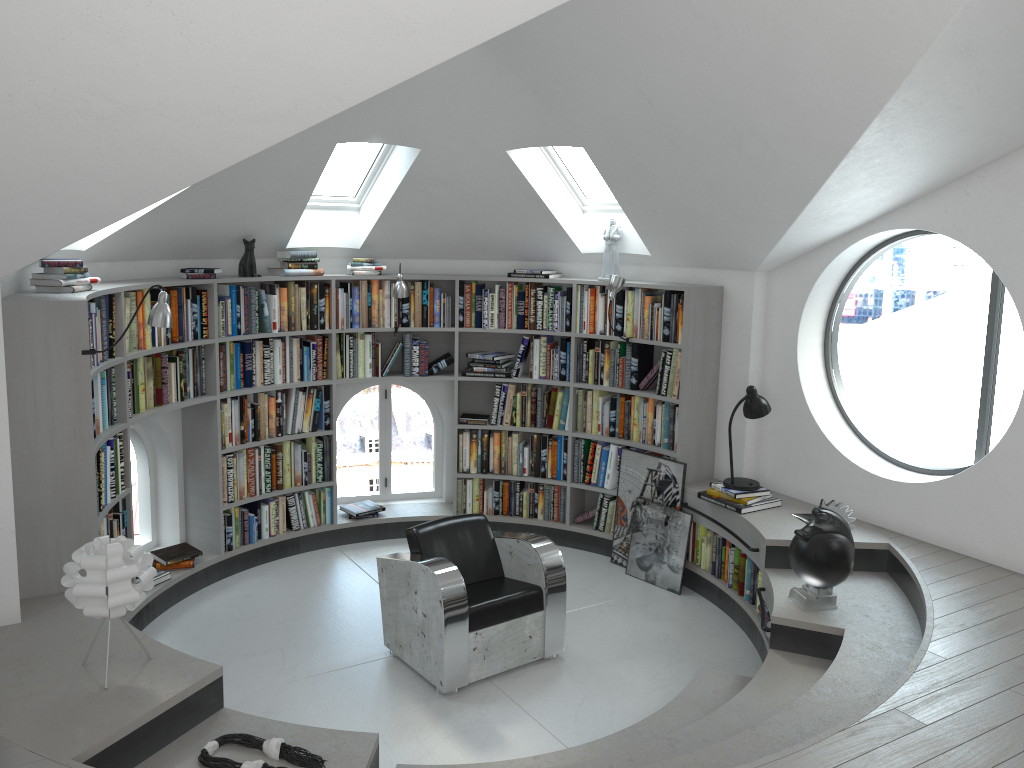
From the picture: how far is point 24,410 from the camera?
4.0 meters

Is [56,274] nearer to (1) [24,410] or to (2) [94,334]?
(2) [94,334]

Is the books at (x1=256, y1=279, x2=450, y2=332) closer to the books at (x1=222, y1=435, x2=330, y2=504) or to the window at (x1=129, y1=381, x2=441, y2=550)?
the window at (x1=129, y1=381, x2=441, y2=550)

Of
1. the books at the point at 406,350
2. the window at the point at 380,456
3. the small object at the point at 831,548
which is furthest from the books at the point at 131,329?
the small object at the point at 831,548

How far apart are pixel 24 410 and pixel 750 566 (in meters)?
4.07

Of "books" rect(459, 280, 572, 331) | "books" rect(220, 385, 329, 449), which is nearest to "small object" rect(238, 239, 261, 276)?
"books" rect(220, 385, 329, 449)

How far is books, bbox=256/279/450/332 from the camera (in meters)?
6.25

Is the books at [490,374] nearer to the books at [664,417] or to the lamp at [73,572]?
the books at [664,417]

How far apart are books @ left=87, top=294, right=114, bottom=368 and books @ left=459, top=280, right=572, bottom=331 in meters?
2.6

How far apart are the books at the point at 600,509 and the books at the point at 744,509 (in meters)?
0.96
